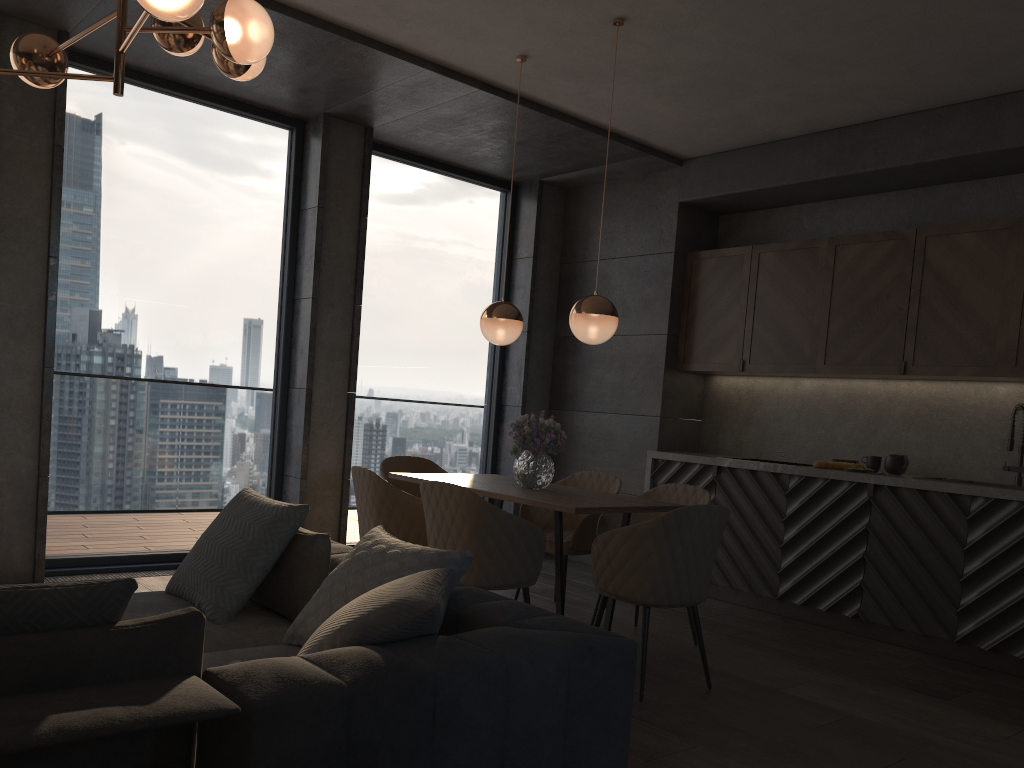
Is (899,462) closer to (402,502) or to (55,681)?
(402,502)

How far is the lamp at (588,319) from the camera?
4.23m

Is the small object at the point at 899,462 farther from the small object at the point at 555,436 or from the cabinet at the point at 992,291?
the small object at the point at 555,436

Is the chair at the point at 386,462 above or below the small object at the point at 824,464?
below

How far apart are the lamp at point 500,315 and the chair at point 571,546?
1.0 meters

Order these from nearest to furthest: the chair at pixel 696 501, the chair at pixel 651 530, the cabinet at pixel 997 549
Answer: the chair at pixel 651 530, the cabinet at pixel 997 549, the chair at pixel 696 501

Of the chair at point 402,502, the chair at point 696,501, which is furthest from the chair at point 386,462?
the chair at point 696,501

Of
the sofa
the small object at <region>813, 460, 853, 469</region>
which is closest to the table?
the sofa

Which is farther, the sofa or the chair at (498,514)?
the chair at (498,514)

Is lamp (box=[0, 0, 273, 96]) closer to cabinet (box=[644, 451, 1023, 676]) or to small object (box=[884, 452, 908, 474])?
cabinet (box=[644, 451, 1023, 676])
